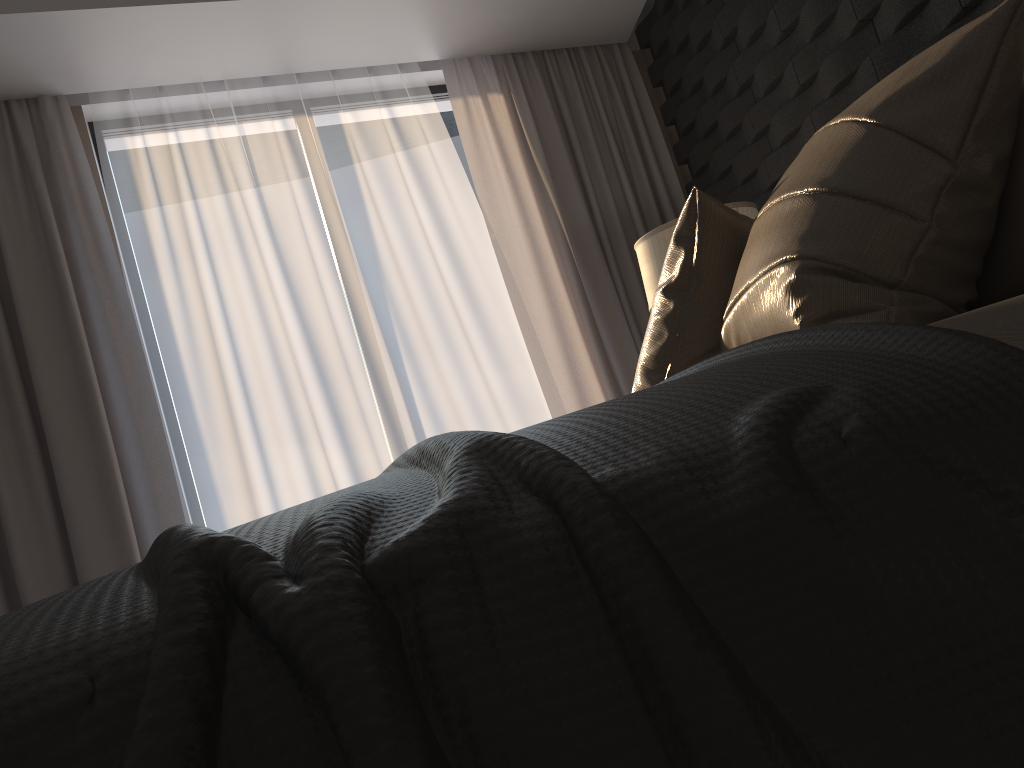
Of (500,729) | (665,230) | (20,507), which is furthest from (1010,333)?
(20,507)

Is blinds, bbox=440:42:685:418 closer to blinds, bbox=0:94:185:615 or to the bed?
blinds, bbox=0:94:185:615

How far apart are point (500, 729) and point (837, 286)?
0.93m

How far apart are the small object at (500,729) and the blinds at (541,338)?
2.99m

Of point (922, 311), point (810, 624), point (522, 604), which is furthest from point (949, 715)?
point (922, 311)

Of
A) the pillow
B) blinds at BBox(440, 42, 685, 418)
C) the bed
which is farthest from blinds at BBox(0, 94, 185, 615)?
the bed

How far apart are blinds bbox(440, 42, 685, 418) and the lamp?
1.0m

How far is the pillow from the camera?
1.1 meters

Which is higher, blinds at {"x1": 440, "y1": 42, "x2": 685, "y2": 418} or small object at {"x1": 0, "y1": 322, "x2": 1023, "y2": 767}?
blinds at {"x1": 440, "y1": 42, "x2": 685, "y2": 418}

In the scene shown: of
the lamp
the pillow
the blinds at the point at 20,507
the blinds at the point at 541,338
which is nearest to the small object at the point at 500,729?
the pillow
